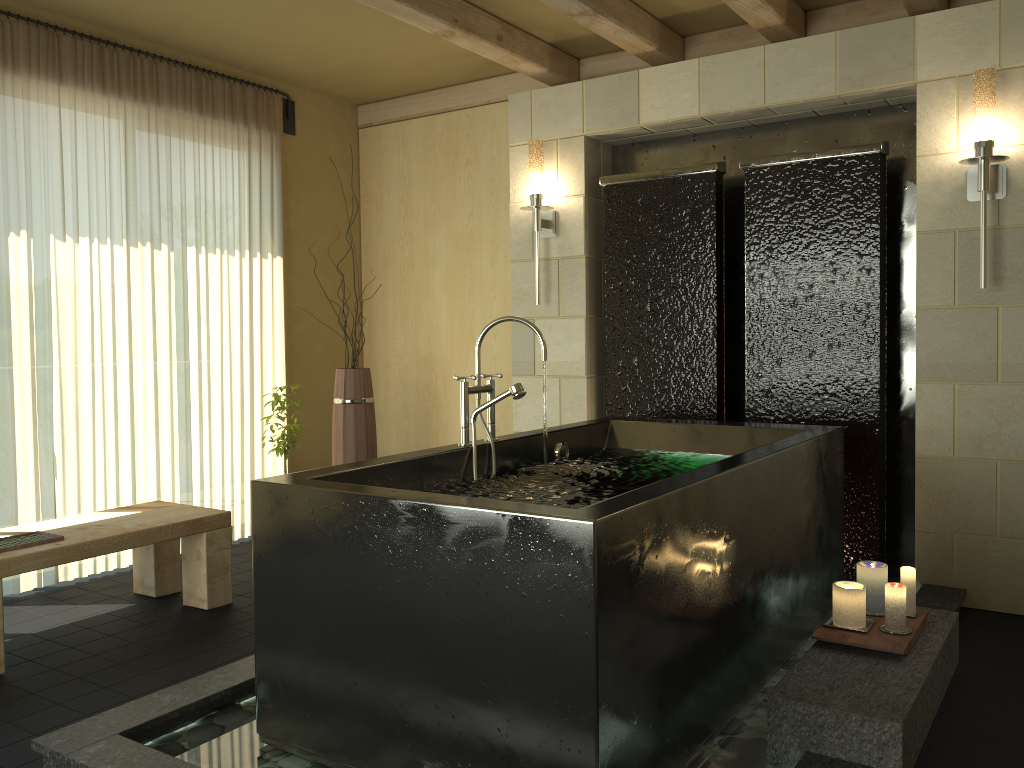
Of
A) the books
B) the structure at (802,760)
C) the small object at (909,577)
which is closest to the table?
the books

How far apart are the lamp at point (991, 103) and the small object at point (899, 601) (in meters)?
1.41

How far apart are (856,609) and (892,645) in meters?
0.2

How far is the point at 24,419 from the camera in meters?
4.0 m

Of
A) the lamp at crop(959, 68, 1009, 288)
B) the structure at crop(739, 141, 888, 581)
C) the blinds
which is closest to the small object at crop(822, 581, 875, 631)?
the structure at crop(739, 141, 888, 581)

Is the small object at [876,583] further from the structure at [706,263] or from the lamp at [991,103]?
the structure at [706,263]

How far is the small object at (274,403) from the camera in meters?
4.4 m

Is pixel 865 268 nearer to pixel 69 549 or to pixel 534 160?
pixel 534 160

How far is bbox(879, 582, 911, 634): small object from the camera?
2.6m

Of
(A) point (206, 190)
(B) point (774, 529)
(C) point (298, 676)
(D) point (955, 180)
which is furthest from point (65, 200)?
(D) point (955, 180)
